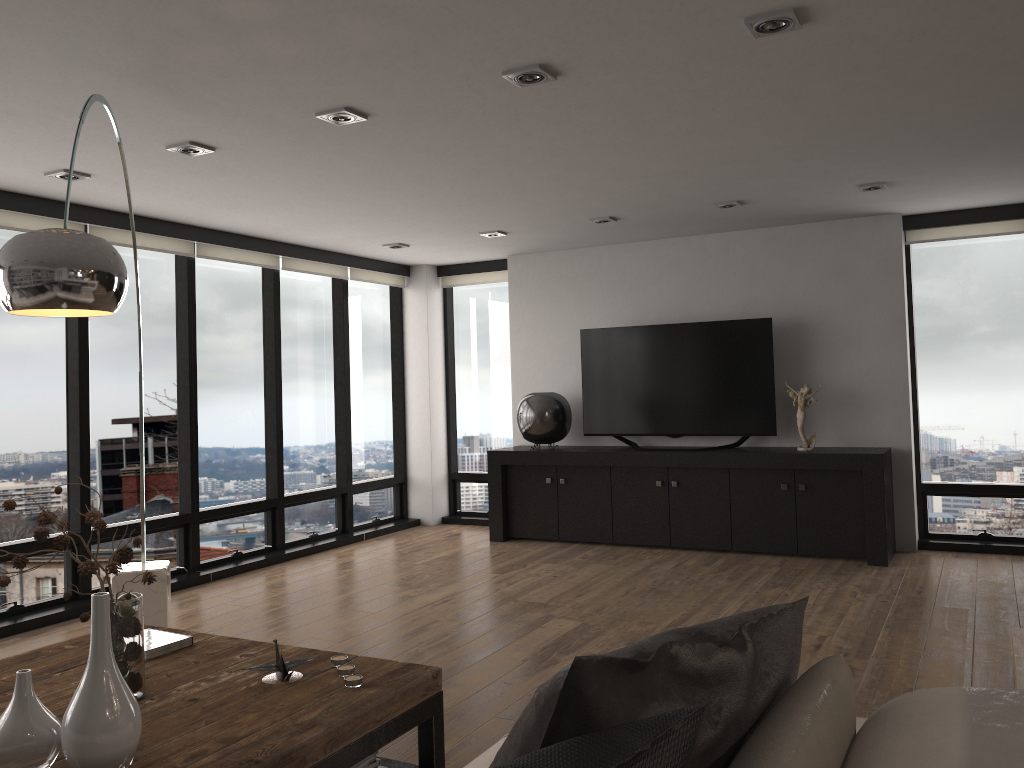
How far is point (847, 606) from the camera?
4.93m

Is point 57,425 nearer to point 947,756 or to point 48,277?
point 48,277

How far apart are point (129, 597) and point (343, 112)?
2.2 meters

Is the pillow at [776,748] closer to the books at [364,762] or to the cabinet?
the books at [364,762]

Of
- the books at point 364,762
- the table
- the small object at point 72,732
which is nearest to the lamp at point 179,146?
the table

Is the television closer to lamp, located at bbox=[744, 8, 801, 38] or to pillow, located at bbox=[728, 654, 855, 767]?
lamp, located at bbox=[744, 8, 801, 38]

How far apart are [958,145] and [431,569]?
4.20m

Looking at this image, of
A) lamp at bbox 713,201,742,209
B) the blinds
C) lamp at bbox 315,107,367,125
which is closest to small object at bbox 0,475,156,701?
lamp at bbox 315,107,367,125

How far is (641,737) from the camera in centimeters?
93cm

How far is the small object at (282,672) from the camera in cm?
252
